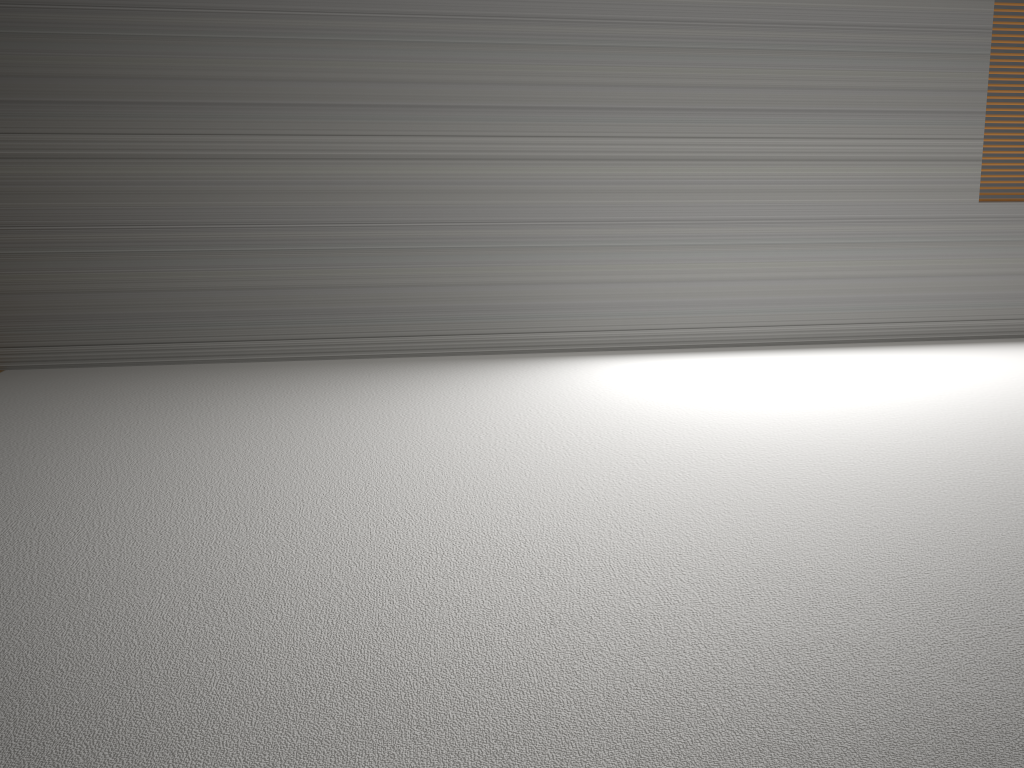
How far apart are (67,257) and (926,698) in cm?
347
